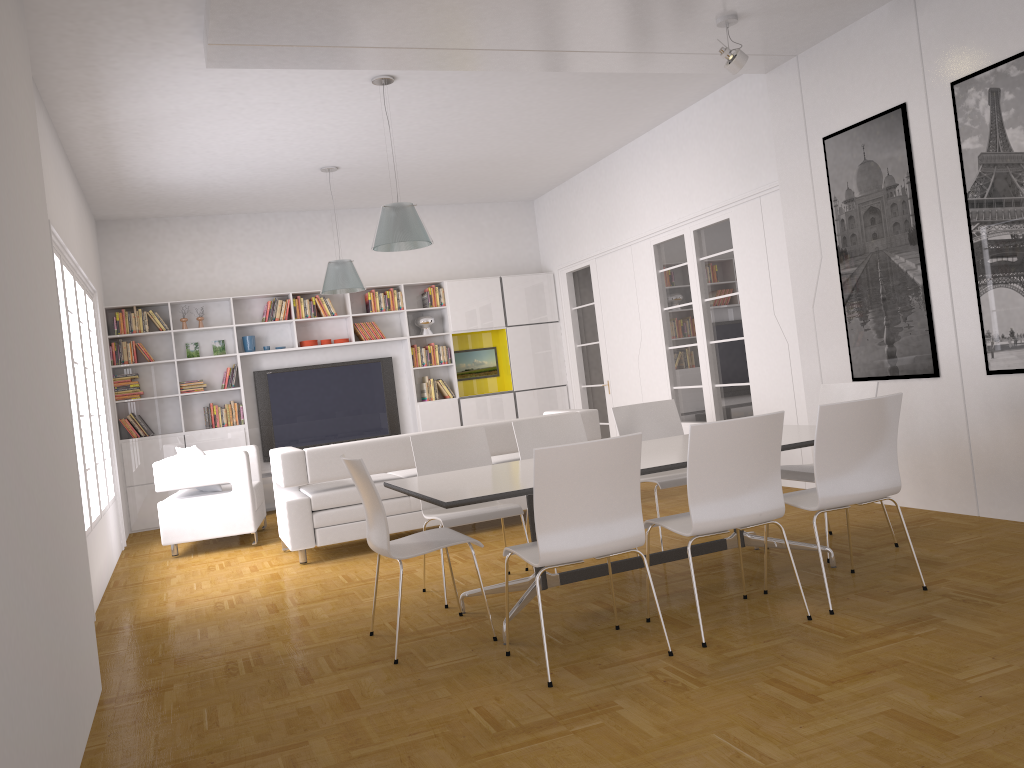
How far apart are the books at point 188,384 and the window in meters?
1.5 m

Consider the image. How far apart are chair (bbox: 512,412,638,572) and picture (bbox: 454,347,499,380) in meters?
5.7

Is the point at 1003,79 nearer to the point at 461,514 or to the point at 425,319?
the point at 461,514

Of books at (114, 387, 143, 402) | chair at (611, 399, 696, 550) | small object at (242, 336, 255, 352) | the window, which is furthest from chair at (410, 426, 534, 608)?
books at (114, 387, 143, 402)

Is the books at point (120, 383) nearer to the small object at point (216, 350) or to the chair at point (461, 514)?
the small object at point (216, 350)

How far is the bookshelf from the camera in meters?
9.9 m

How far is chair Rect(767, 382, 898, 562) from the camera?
5.0 meters

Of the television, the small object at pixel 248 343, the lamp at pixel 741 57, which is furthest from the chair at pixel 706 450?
the small object at pixel 248 343

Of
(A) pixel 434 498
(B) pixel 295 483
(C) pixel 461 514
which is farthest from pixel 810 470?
(B) pixel 295 483

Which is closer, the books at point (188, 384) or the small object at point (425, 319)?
the books at point (188, 384)
